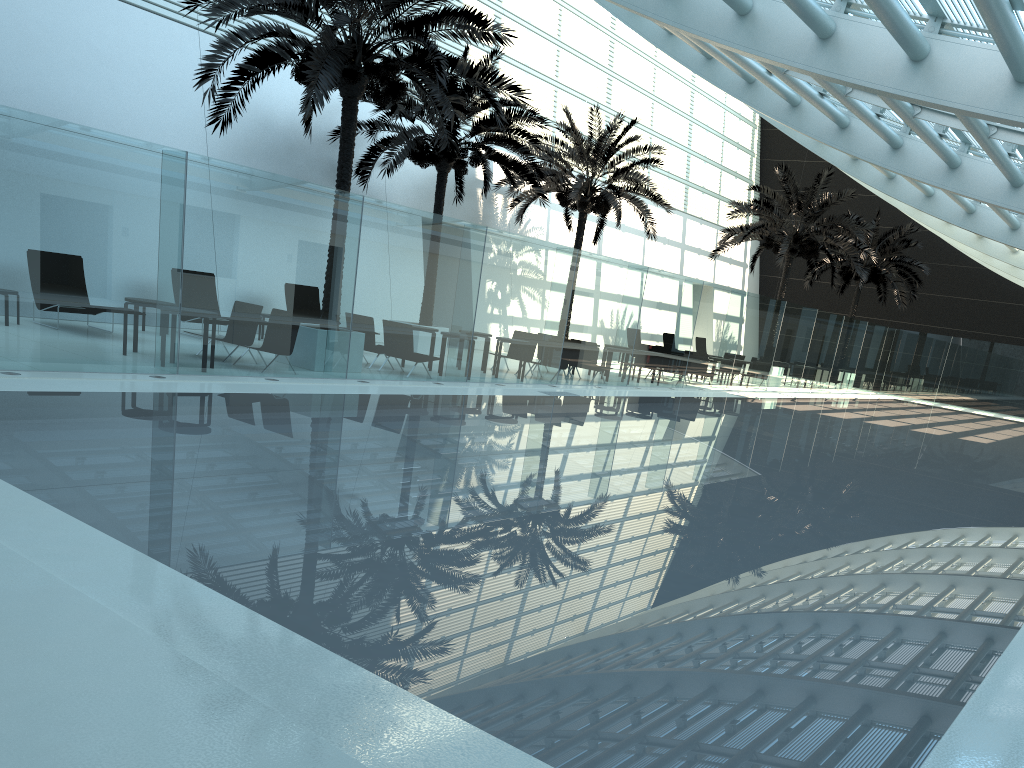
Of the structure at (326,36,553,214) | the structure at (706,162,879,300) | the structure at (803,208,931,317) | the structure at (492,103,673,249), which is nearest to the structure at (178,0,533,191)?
the structure at (326,36,553,214)

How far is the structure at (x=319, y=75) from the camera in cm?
1251

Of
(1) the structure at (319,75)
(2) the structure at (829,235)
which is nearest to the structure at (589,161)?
(2) the structure at (829,235)

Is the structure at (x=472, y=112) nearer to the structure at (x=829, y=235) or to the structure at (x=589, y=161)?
the structure at (x=589, y=161)

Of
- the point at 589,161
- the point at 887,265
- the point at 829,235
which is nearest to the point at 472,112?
the point at 589,161

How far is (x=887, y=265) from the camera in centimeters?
3395cm

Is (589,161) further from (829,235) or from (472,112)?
(829,235)

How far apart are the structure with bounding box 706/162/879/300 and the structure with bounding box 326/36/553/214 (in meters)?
8.88

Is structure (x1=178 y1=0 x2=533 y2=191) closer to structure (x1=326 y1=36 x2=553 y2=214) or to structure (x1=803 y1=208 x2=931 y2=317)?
structure (x1=326 y1=36 x2=553 y2=214)

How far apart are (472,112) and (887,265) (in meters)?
21.42
